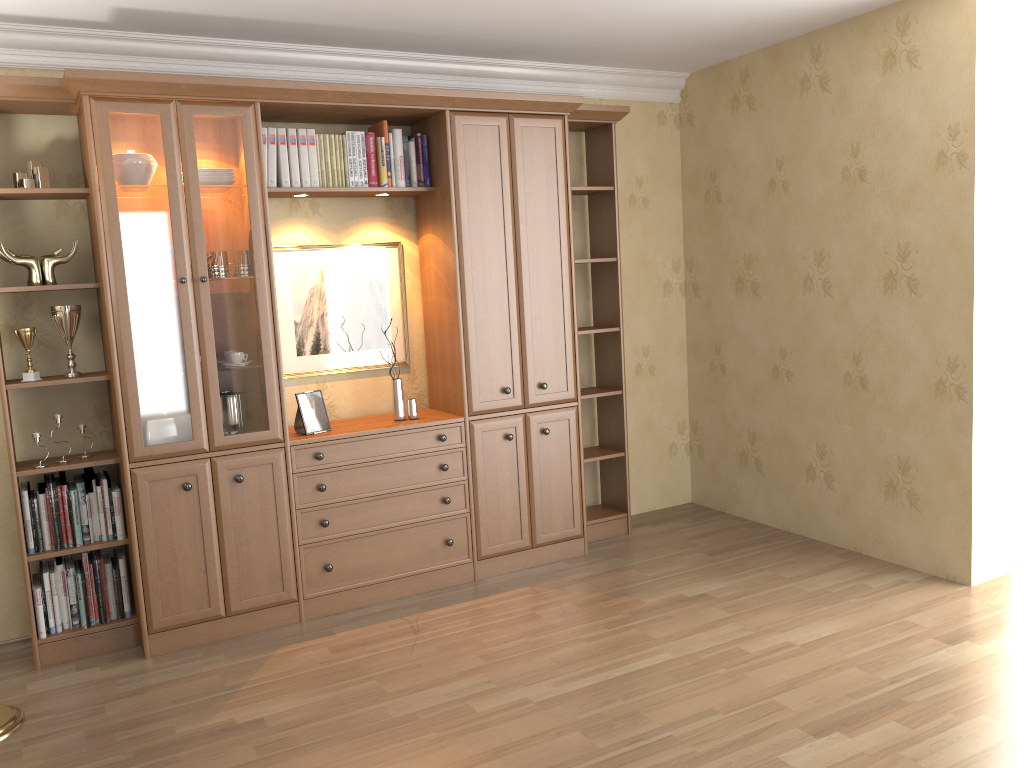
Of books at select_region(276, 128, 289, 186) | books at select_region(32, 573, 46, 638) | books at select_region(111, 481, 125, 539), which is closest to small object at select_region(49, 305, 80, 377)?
books at select_region(111, 481, 125, 539)

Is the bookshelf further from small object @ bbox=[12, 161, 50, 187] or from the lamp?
the lamp

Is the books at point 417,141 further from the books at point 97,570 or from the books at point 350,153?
the books at point 97,570

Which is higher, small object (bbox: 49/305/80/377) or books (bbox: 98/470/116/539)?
small object (bbox: 49/305/80/377)

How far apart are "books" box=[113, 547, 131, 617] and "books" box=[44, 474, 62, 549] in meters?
0.2 m

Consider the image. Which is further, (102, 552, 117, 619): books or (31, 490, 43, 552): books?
(102, 552, 117, 619): books

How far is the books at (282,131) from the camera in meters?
3.9 m

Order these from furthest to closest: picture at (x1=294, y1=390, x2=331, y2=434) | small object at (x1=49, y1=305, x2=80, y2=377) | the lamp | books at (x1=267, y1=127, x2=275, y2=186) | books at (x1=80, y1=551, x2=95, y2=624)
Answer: picture at (x1=294, y1=390, x2=331, y2=434) < books at (x1=267, y1=127, x2=275, y2=186) < books at (x1=80, y1=551, x2=95, y2=624) < small object at (x1=49, y1=305, x2=80, y2=377) < the lamp

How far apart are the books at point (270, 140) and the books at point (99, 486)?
1.5m

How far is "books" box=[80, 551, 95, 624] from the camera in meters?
3.7 m
